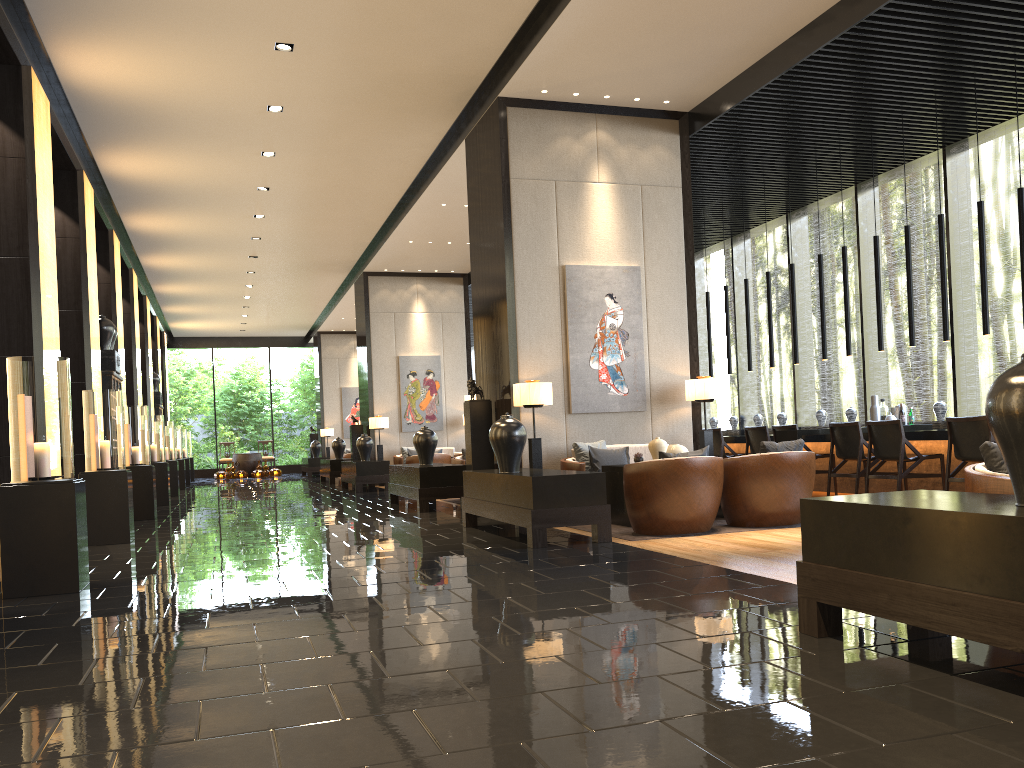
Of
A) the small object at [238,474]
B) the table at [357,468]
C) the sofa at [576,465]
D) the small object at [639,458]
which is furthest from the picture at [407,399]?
the small object at [639,458]

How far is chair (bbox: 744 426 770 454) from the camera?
10.4m

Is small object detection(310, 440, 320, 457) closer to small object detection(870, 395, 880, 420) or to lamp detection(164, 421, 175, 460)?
lamp detection(164, 421, 175, 460)

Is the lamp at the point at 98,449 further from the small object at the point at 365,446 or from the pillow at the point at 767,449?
the small object at the point at 365,446

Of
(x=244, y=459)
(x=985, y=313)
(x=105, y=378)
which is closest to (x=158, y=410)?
(x=244, y=459)

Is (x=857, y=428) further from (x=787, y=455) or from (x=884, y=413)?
(x=787, y=455)

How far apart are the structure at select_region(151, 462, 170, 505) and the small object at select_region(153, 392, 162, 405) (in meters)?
7.47

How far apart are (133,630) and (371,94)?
6.72m

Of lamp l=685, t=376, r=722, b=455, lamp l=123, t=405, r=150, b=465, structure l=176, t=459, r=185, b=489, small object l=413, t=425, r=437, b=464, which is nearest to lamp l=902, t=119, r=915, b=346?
lamp l=685, t=376, r=722, b=455

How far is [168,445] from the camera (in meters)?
16.32
